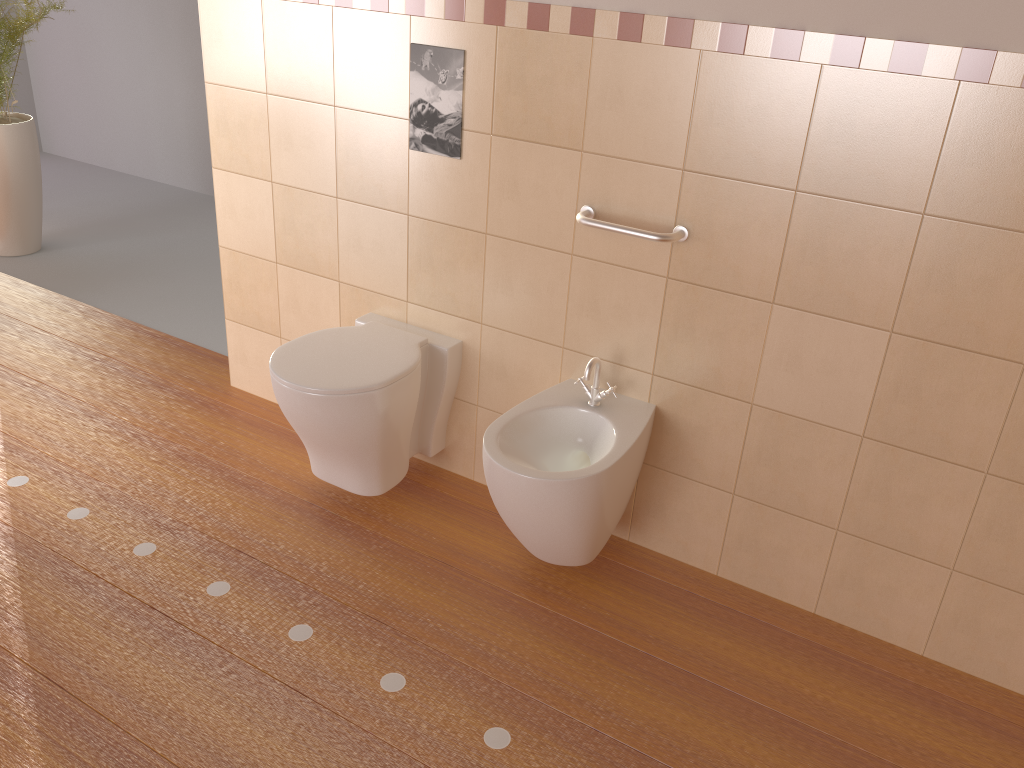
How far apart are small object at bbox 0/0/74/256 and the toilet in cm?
246

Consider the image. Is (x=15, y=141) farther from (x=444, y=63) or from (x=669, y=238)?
(x=669, y=238)

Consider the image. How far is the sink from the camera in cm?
202

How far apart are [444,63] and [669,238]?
0.8m

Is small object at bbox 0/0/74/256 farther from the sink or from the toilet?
the sink

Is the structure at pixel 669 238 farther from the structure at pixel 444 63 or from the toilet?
the toilet

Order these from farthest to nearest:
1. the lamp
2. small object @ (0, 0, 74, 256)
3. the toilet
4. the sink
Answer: small object @ (0, 0, 74, 256)
the toilet
the sink
the lamp

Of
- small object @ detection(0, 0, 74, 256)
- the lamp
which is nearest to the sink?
the lamp

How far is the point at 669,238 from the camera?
2.1m

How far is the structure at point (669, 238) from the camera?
2.1 meters
